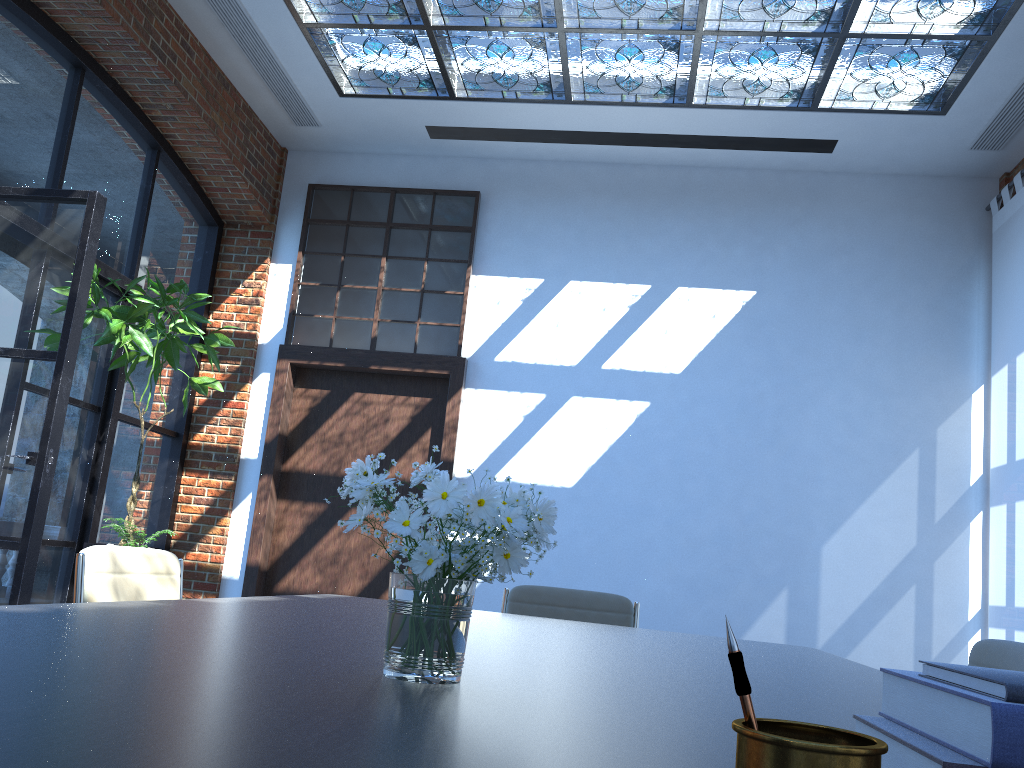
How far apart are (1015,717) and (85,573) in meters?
2.3

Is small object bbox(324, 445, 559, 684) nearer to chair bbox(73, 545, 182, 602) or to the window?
chair bbox(73, 545, 182, 602)

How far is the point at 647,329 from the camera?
6.31m

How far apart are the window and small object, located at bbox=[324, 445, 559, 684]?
5.0 meters

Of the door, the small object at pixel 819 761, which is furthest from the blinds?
the small object at pixel 819 761

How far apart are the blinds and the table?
3.0m

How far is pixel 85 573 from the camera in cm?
233

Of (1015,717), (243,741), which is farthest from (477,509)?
(1015,717)

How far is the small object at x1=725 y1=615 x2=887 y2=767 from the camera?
0.5m

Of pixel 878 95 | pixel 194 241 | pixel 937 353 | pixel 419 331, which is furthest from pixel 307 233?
pixel 937 353
